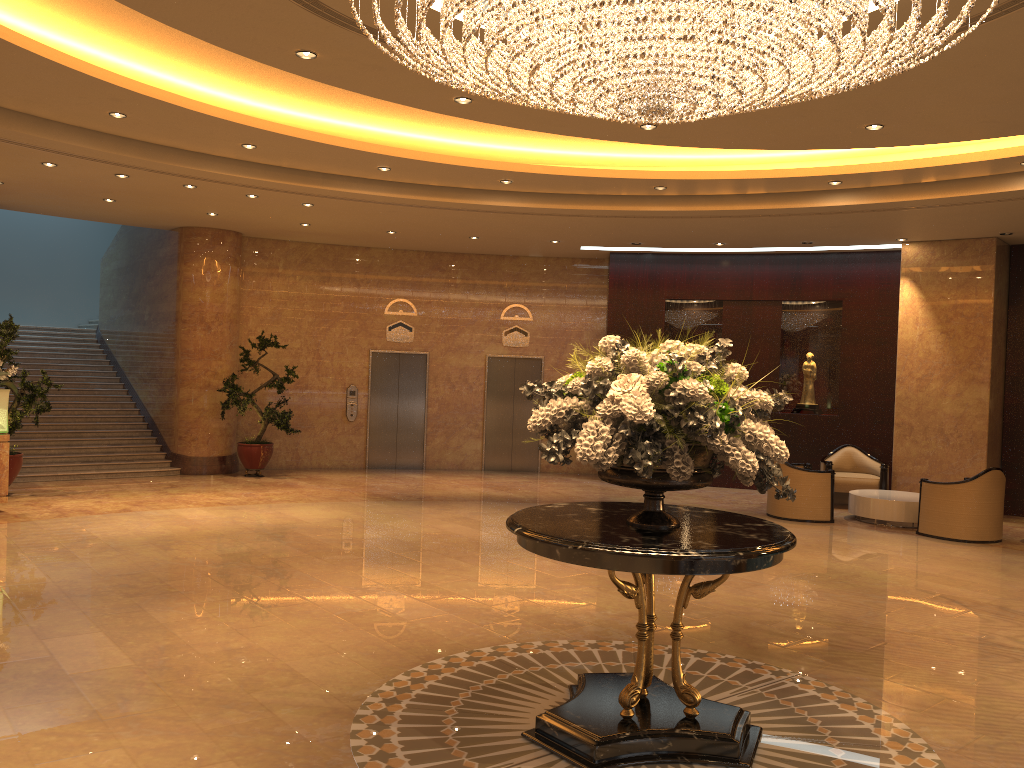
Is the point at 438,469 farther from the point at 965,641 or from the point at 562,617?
the point at 965,641

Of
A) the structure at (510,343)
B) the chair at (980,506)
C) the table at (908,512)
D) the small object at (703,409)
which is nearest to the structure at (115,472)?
the structure at (510,343)

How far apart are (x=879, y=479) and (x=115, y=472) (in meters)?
11.44

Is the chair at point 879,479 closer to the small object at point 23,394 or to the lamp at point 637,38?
the lamp at point 637,38

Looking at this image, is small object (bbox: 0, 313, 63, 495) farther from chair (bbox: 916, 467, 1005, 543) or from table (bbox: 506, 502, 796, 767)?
chair (bbox: 916, 467, 1005, 543)

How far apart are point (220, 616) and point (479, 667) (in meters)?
2.12

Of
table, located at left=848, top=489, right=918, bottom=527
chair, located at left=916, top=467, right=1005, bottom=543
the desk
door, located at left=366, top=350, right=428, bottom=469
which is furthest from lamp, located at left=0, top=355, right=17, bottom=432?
chair, located at left=916, top=467, right=1005, bottom=543

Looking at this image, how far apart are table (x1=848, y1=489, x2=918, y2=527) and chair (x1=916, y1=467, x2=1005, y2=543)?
0.5 meters

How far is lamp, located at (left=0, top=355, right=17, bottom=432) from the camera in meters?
10.3 m

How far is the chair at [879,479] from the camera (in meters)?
12.98
